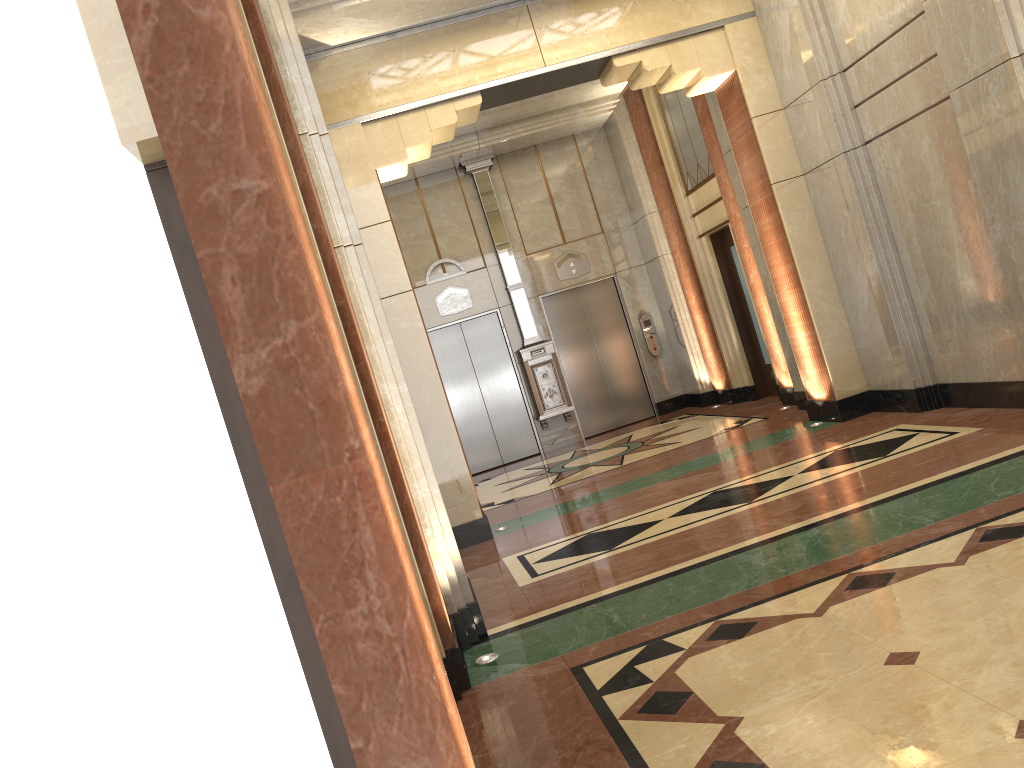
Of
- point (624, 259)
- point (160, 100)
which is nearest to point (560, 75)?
point (624, 259)
